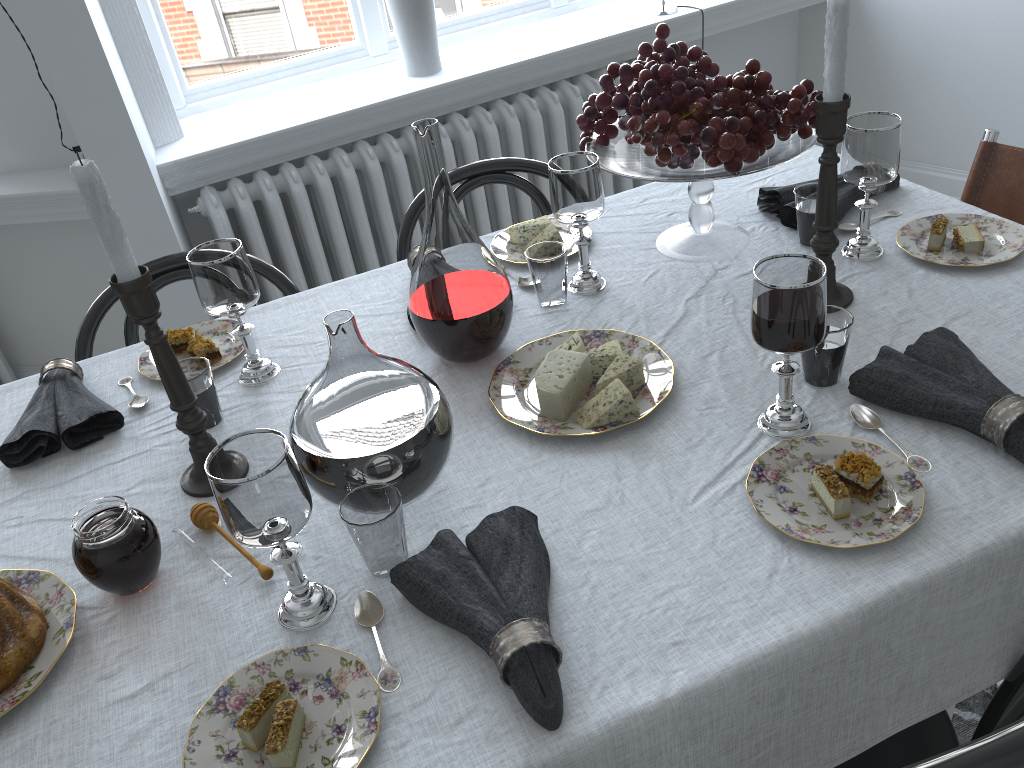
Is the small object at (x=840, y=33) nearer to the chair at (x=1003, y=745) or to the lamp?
the chair at (x=1003, y=745)

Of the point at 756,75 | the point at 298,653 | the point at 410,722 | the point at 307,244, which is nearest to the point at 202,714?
the point at 298,653

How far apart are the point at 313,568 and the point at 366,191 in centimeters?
197cm

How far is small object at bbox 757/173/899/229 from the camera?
1.5 meters

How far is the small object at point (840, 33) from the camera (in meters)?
1.09

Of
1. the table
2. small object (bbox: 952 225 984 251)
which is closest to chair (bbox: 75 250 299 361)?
the table

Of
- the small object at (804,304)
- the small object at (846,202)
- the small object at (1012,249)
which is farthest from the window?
the small object at (804,304)

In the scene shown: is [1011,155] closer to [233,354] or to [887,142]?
[887,142]

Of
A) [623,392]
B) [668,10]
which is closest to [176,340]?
[623,392]

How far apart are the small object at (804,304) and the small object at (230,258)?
0.70m
